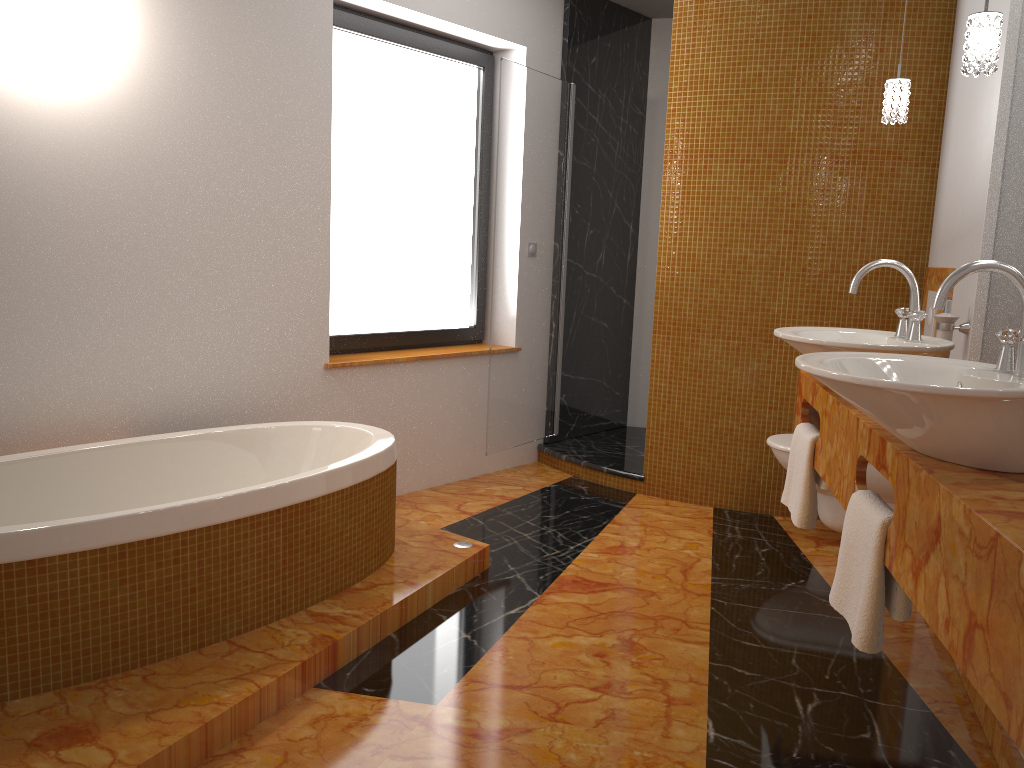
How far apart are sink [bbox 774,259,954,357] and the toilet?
1.0m

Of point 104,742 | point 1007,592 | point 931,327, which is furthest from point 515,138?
point 1007,592

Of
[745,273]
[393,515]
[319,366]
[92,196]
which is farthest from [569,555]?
[92,196]

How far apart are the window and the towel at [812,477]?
2.07m

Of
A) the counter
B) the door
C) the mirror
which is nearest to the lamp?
the mirror

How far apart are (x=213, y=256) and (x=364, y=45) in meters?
1.3 m

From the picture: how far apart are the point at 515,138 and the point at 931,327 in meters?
2.0

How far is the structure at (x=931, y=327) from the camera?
3.4m

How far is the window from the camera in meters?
3.9 m

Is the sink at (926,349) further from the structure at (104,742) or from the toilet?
the structure at (104,742)
